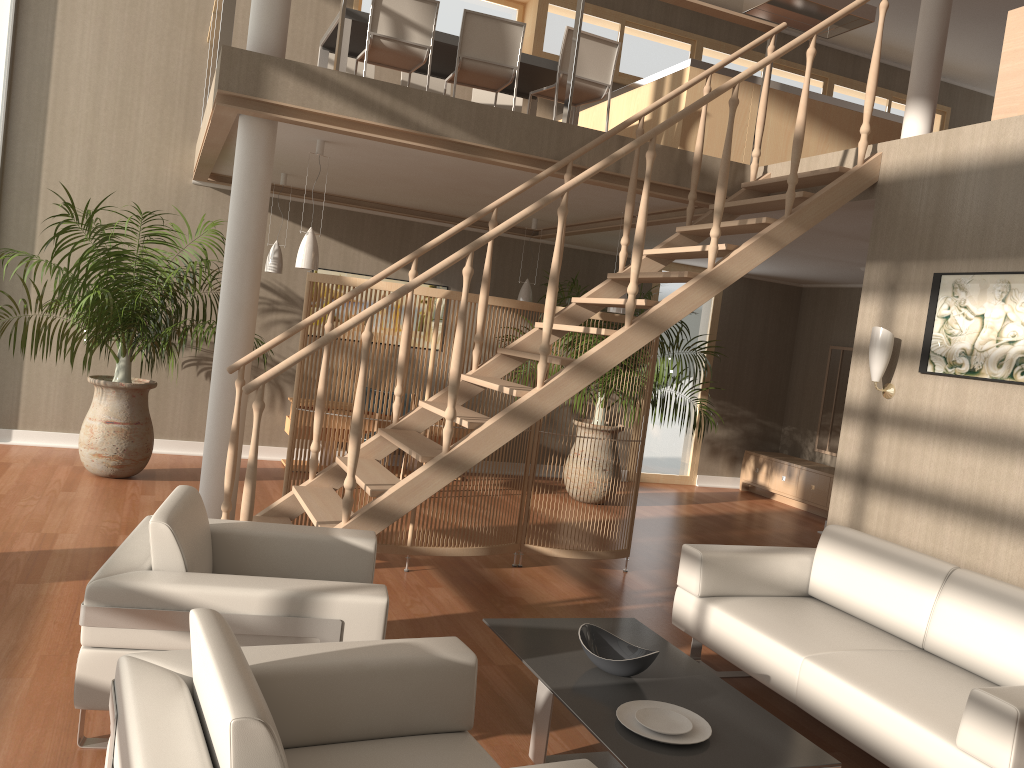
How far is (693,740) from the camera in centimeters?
267cm

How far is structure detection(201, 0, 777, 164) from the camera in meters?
5.0 m

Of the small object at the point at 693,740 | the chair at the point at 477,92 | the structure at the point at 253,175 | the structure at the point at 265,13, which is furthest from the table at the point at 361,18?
the small object at the point at 693,740

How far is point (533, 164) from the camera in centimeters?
519cm

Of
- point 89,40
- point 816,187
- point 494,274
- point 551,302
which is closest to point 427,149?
point 551,302

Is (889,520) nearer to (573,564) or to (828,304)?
(573,564)

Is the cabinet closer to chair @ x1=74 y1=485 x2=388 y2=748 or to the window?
chair @ x1=74 y1=485 x2=388 y2=748

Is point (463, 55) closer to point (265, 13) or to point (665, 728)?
point (265, 13)

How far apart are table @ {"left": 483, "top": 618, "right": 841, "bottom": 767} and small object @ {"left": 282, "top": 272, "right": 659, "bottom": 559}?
1.65m

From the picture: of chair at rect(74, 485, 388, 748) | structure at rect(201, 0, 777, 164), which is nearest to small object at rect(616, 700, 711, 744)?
chair at rect(74, 485, 388, 748)
